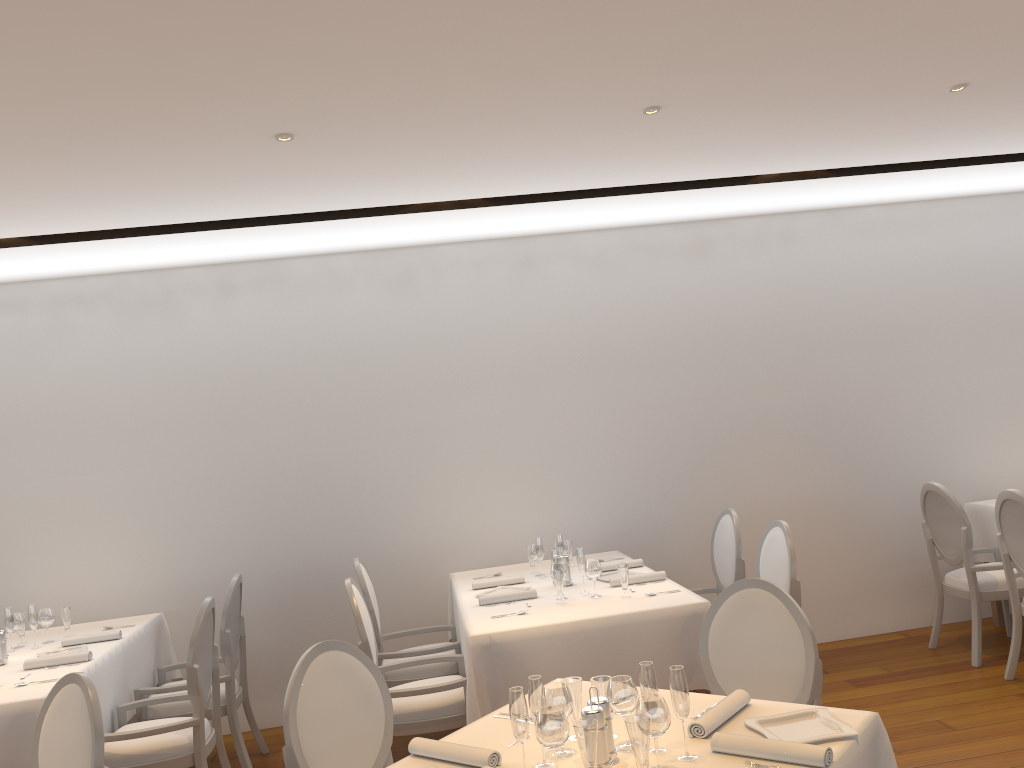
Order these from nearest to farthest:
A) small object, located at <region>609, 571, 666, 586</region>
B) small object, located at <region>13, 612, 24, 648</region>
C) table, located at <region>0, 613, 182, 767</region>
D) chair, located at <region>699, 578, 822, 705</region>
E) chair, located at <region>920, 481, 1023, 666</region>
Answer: chair, located at <region>699, 578, 822, 705</region>, table, located at <region>0, 613, 182, 767</region>, small object, located at <region>609, 571, 666, 586</region>, small object, located at <region>13, 612, 24, 648</region>, chair, located at <region>920, 481, 1023, 666</region>

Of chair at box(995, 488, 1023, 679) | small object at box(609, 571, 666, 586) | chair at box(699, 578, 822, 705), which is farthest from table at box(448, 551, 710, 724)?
chair at box(995, 488, 1023, 679)

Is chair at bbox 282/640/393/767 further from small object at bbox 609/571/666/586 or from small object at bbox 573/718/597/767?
small object at bbox 609/571/666/586

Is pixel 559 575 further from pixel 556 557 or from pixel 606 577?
pixel 606 577

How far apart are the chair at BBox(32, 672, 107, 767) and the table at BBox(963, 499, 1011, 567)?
5.4m

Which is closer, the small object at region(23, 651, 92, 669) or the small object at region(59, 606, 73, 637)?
the small object at region(23, 651, 92, 669)

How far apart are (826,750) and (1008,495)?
3.3 meters

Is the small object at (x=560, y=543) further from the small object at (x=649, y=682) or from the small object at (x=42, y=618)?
the small object at (x=42, y=618)

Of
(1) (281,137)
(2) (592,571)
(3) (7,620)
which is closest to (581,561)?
(2) (592,571)

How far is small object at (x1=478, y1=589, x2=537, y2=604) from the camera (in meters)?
4.57
